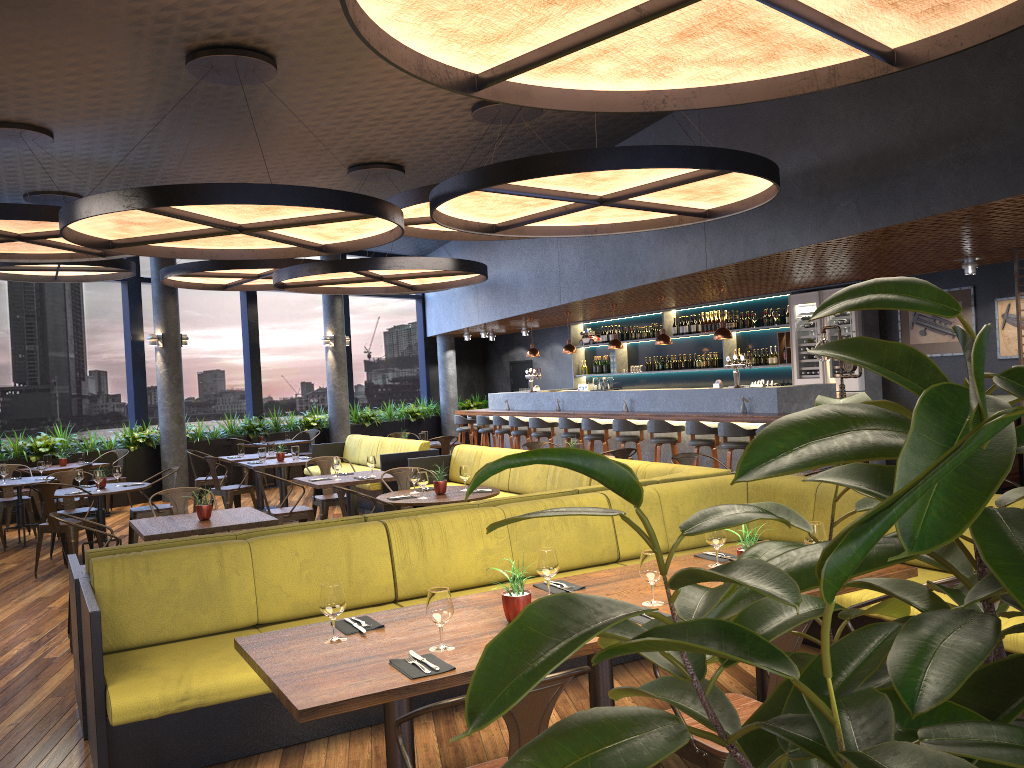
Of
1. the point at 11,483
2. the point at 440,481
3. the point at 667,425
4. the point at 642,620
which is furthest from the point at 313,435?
the point at 642,620

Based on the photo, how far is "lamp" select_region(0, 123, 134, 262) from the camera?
8.1 meters

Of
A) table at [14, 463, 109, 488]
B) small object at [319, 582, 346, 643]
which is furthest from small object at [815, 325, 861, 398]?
table at [14, 463, 109, 488]

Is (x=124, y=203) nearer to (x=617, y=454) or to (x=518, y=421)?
(x=617, y=454)

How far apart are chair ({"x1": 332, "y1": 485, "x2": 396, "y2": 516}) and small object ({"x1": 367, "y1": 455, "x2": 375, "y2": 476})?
2.0m

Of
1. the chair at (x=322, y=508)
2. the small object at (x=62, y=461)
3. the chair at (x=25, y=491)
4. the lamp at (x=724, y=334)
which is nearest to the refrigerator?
the lamp at (x=724, y=334)

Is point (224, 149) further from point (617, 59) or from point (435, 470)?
point (617, 59)

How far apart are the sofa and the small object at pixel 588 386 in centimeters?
514cm

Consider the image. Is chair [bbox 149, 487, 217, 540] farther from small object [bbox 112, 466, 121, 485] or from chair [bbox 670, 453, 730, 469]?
chair [bbox 670, 453, 730, 469]

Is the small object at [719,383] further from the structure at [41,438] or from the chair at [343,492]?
the structure at [41,438]
